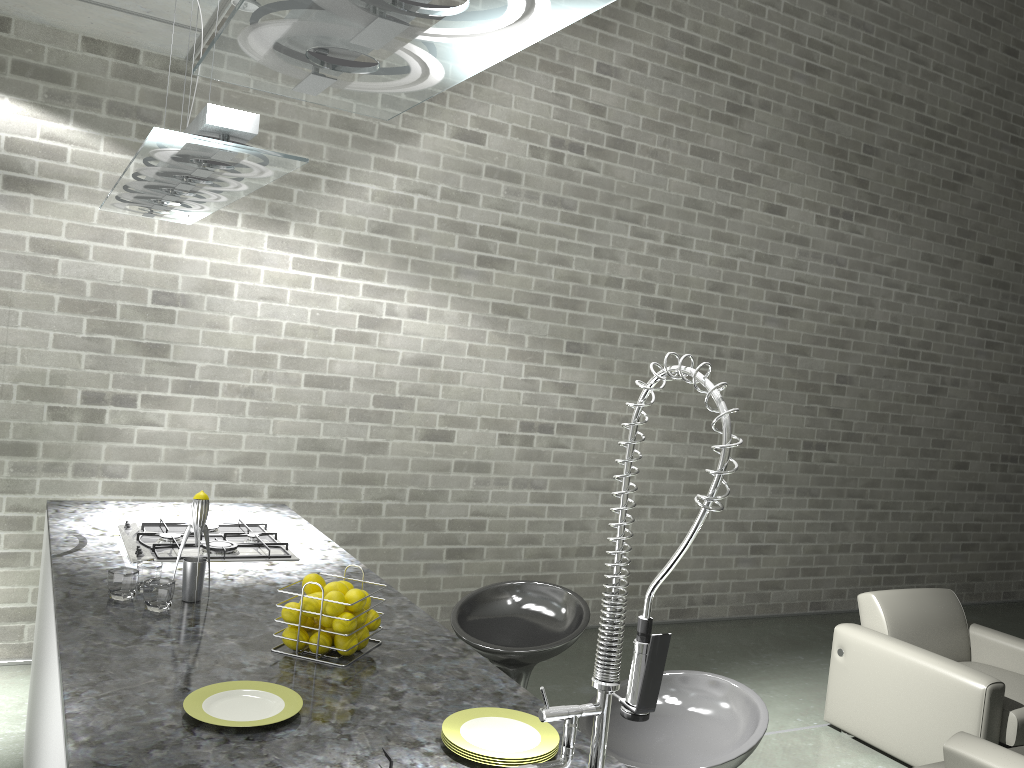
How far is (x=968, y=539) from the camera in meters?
7.7

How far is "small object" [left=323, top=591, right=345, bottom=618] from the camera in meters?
2.0 m

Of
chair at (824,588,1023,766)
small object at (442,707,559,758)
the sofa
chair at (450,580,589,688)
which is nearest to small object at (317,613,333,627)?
small object at (442,707,559,758)

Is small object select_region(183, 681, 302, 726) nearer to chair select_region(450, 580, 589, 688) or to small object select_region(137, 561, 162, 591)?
small object select_region(137, 561, 162, 591)

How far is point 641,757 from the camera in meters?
2.0

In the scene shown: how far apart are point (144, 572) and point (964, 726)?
3.5m

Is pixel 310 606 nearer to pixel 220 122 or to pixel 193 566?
pixel 193 566

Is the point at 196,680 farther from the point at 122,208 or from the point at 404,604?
the point at 122,208

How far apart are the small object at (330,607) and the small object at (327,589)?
0.05m

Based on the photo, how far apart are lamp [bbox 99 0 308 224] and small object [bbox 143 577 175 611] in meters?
1.0 m
